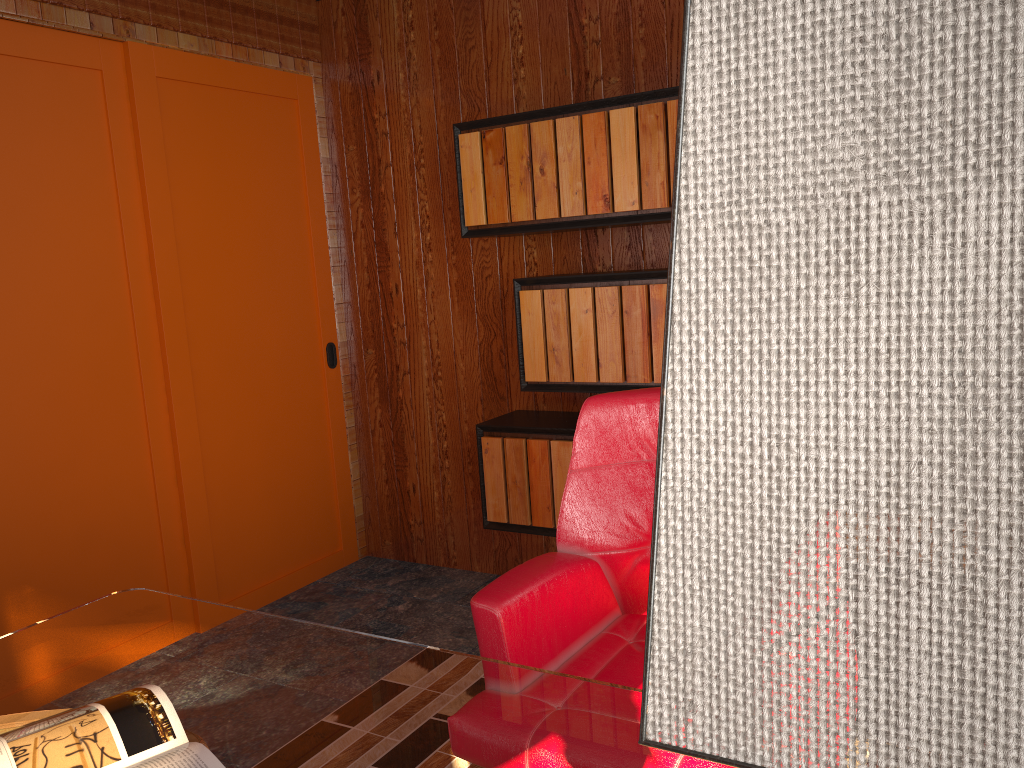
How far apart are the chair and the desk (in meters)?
0.16

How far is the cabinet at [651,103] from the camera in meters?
2.7 m

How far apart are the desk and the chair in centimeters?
16cm

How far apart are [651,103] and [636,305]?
0.6m

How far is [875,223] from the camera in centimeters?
27cm

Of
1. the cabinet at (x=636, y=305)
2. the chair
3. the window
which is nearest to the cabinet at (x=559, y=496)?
the cabinet at (x=636, y=305)

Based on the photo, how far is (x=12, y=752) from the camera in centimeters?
115cm

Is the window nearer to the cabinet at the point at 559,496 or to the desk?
the cabinet at the point at 559,496

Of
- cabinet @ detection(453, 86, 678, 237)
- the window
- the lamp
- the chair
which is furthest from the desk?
cabinet @ detection(453, 86, 678, 237)

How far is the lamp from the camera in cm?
26
